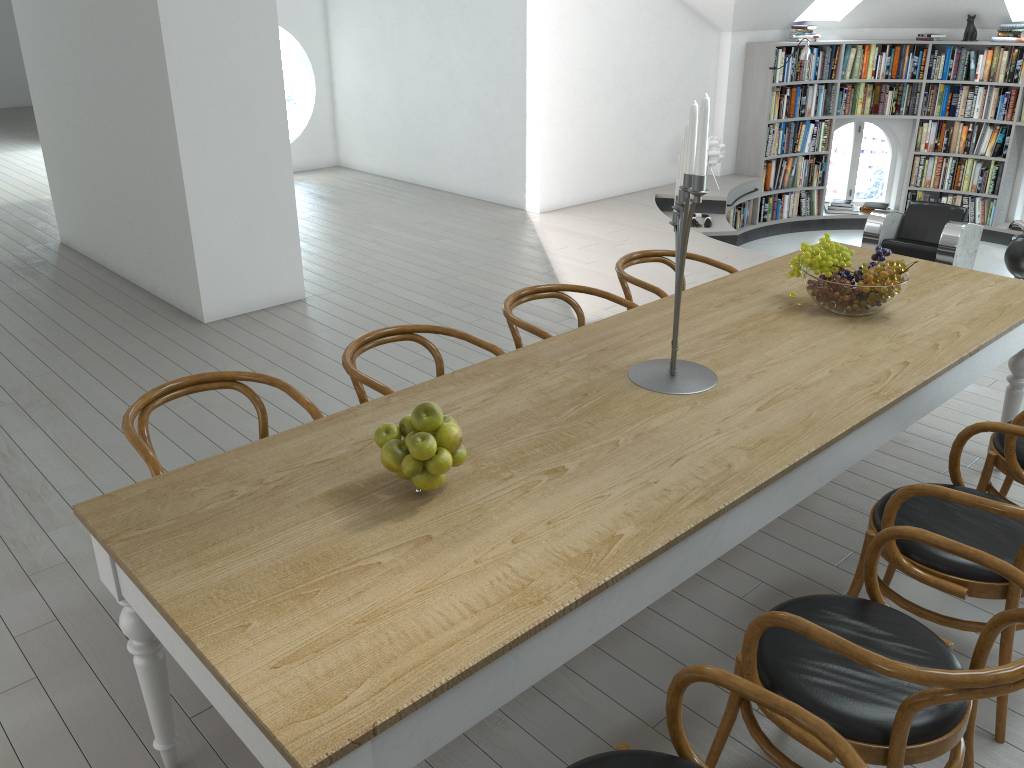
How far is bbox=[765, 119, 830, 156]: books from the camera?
9.5m

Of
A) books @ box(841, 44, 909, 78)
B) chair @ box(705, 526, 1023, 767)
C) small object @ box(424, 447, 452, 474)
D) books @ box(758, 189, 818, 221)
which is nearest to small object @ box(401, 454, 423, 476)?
small object @ box(424, 447, 452, 474)

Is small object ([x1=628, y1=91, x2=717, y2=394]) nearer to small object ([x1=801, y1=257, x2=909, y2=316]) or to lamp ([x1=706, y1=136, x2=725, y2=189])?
small object ([x1=801, y1=257, x2=909, y2=316])

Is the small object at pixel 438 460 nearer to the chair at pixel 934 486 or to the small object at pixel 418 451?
the small object at pixel 418 451

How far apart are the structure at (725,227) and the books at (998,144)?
0.78m

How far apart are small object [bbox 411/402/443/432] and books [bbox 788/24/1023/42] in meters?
8.7 m

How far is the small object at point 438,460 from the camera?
2.0 meters

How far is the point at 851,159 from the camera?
12.4m

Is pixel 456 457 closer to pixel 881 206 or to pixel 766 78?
A: pixel 766 78

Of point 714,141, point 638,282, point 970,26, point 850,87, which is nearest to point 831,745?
point 638,282
